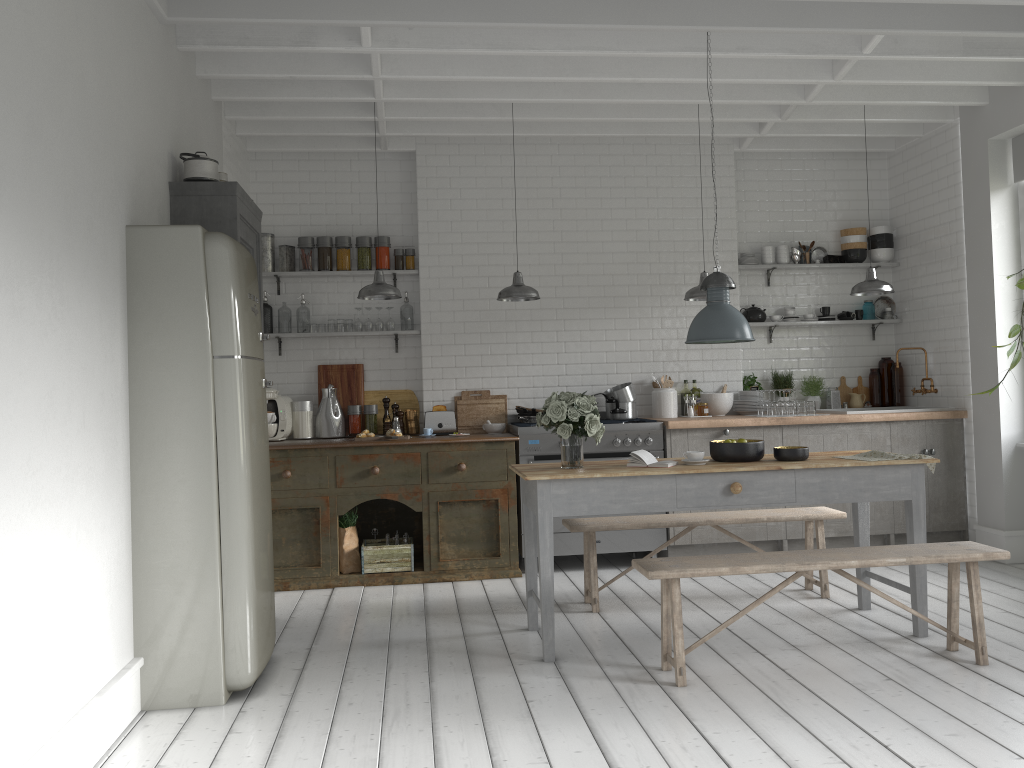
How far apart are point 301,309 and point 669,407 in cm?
371

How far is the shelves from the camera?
8.6 meters

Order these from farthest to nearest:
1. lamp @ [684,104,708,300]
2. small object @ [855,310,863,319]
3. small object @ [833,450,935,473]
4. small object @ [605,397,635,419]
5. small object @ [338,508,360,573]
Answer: small object @ [855,310,863,319]
small object @ [605,397,635,419]
small object @ [338,508,360,573]
lamp @ [684,104,708,300]
small object @ [833,450,935,473]

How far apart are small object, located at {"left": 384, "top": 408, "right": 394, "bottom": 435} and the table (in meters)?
2.76

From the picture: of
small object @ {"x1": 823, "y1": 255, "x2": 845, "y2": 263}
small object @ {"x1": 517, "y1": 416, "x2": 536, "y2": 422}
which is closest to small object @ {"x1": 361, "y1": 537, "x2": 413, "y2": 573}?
small object @ {"x1": 517, "y1": 416, "x2": 536, "y2": 422}

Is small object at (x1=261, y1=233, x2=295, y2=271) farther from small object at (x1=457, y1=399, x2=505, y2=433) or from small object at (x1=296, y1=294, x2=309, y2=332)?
small object at (x1=457, y1=399, x2=505, y2=433)

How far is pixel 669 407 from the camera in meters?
8.7 m

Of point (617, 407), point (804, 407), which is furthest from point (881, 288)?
point (617, 407)

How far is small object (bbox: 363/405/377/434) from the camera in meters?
8.6

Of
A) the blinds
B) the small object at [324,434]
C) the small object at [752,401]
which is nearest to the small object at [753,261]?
the small object at [752,401]
